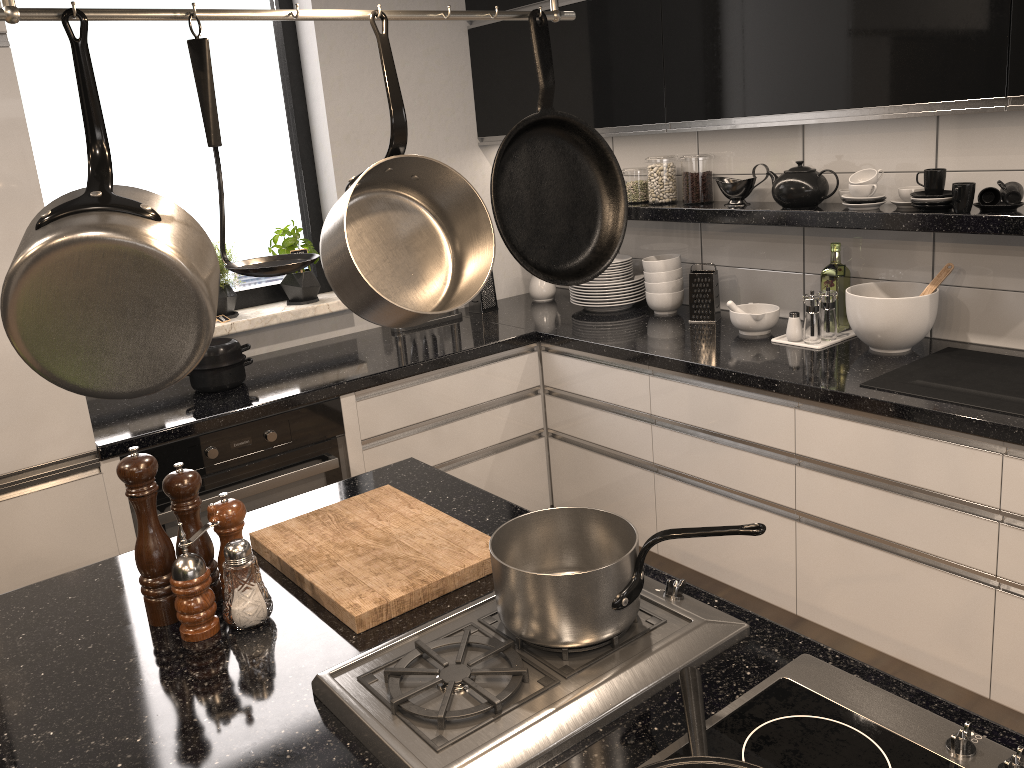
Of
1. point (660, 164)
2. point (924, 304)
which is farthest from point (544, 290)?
point (924, 304)

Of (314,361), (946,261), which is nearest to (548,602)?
(946,261)

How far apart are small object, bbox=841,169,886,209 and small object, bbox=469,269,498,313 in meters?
1.5

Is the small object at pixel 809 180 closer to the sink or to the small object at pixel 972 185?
the small object at pixel 972 185

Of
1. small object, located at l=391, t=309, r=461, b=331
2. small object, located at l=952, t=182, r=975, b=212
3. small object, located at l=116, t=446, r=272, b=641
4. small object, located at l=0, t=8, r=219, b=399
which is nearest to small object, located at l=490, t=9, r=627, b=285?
small object, located at l=0, t=8, r=219, b=399

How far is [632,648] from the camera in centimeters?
115cm

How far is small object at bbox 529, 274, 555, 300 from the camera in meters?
3.7 m

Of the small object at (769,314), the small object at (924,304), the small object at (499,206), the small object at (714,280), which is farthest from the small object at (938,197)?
the small object at (499,206)

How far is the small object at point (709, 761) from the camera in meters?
0.9

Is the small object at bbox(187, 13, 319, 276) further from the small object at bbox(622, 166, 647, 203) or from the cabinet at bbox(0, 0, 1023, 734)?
the small object at bbox(622, 166, 647, 203)
